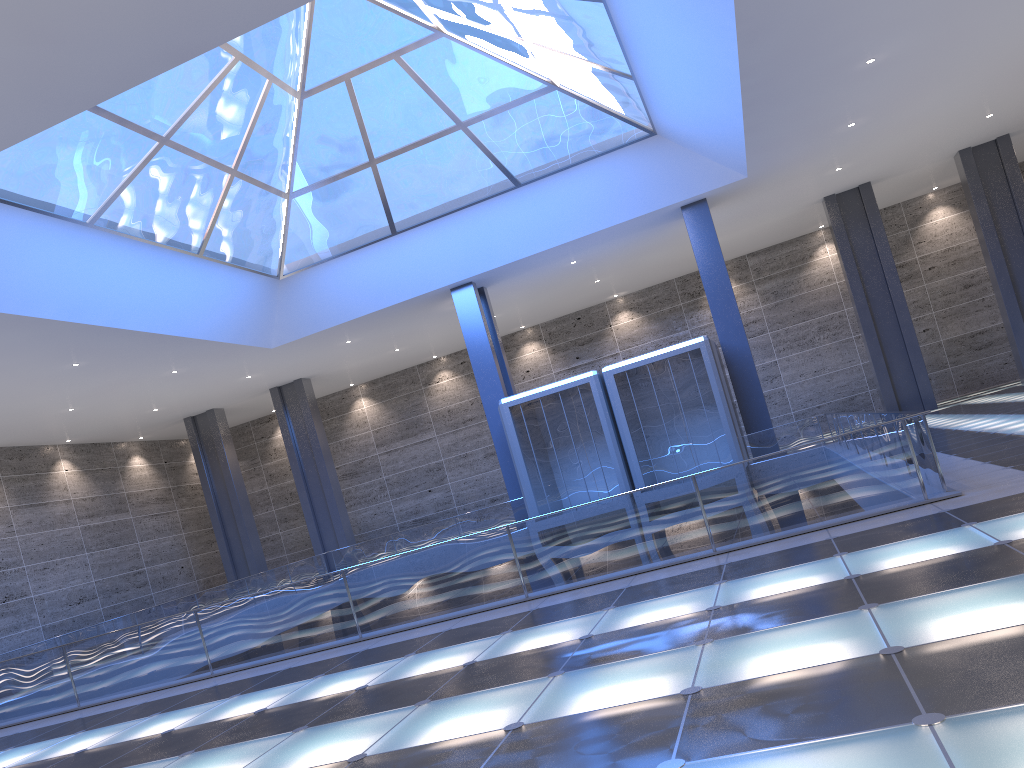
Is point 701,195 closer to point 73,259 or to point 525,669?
point 73,259

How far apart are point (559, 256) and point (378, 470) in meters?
19.7
